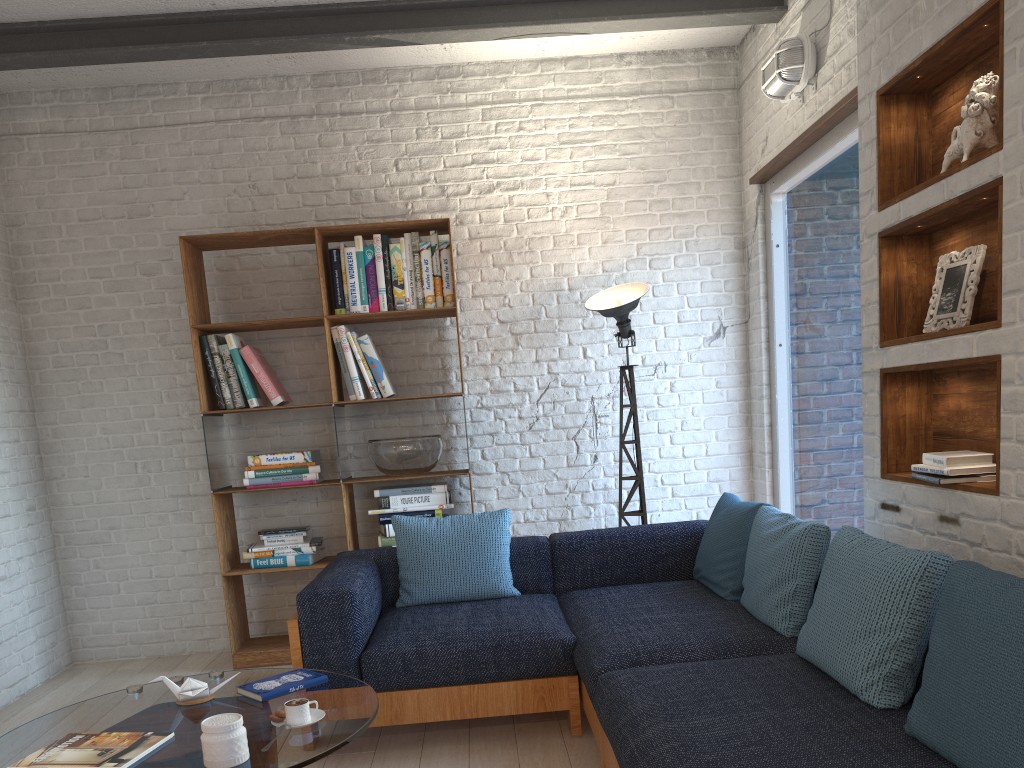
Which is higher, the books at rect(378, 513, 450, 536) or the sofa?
the books at rect(378, 513, 450, 536)

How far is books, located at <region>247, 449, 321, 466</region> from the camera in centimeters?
448cm

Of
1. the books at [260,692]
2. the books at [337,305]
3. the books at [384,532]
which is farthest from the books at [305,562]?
the books at [260,692]

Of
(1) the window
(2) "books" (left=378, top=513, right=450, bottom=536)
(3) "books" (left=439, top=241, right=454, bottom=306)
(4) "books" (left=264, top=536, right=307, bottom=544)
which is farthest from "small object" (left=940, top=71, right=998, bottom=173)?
(4) "books" (left=264, top=536, right=307, bottom=544)

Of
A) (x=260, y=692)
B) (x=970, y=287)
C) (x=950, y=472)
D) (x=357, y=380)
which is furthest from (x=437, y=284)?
(x=950, y=472)

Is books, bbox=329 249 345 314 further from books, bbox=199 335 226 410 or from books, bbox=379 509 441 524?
books, bbox=379 509 441 524

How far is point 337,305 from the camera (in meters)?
4.53

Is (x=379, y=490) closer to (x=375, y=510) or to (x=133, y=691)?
(x=375, y=510)

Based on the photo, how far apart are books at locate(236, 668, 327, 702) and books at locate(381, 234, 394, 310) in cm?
222

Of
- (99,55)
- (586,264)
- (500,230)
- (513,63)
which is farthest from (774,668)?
(99,55)
